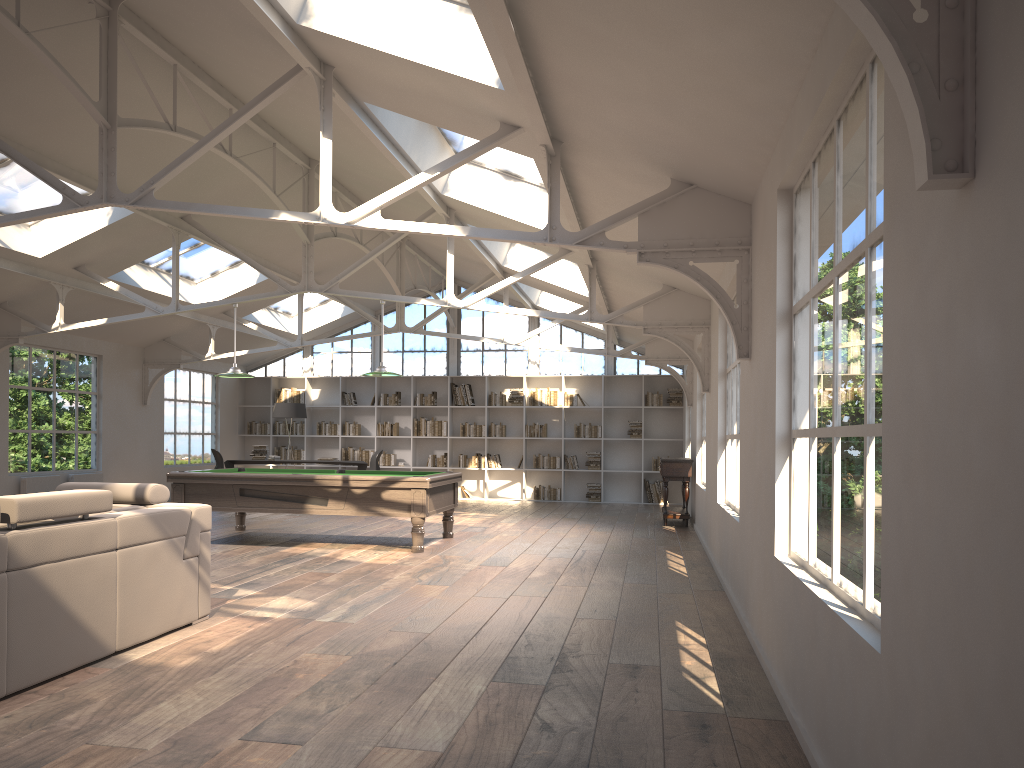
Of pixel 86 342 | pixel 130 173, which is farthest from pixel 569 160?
pixel 86 342

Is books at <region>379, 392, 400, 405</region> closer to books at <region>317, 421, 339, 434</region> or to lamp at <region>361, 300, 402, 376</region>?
books at <region>317, 421, 339, 434</region>

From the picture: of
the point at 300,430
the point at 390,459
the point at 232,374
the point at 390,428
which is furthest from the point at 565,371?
the point at 232,374

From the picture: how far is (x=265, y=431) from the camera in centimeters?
1726cm

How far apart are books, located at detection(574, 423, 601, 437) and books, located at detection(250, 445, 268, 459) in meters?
5.5

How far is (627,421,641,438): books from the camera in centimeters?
1611cm

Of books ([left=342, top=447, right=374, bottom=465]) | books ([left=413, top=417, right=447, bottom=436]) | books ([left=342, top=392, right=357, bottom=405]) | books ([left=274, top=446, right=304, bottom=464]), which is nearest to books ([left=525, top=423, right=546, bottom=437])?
books ([left=413, top=417, right=447, bottom=436])

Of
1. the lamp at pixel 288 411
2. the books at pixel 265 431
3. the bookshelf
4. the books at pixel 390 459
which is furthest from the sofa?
the books at pixel 265 431

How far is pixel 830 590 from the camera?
3.3m

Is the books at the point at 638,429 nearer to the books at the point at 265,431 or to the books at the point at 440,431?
the books at the point at 440,431
